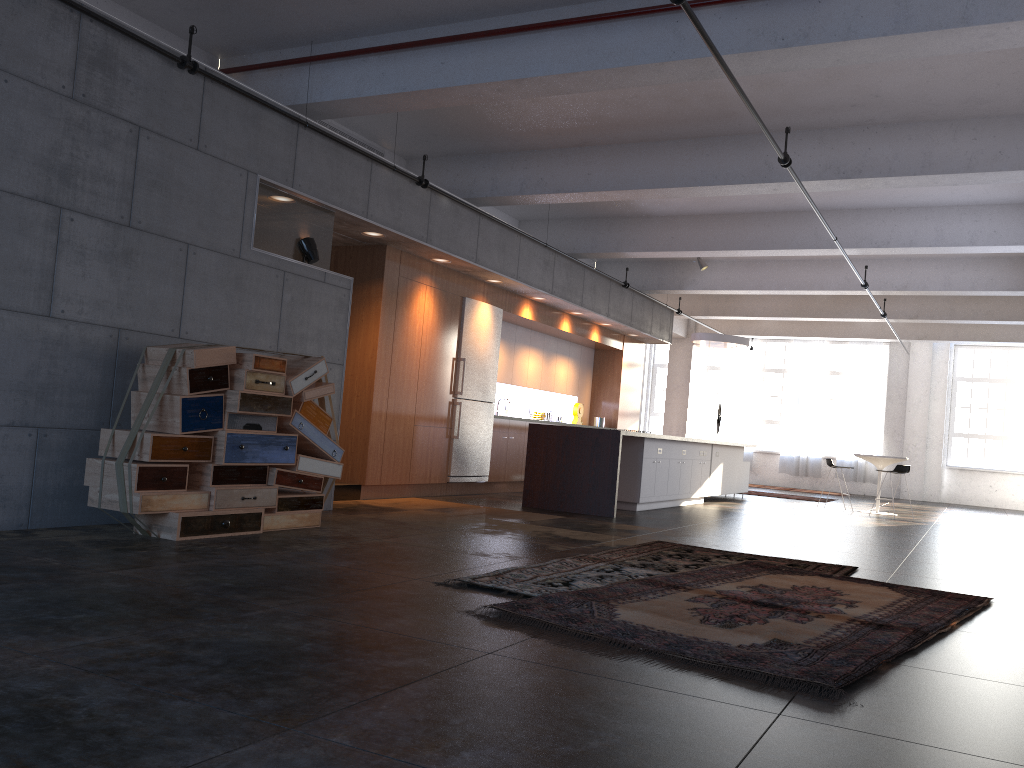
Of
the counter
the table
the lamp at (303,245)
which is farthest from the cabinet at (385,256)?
the table

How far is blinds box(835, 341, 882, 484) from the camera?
21.1 meters

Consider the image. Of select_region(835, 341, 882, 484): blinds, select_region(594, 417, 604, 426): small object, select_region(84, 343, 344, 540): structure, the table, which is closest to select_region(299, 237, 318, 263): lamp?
select_region(84, 343, 344, 540): structure

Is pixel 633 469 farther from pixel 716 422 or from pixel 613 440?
pixel 716 422

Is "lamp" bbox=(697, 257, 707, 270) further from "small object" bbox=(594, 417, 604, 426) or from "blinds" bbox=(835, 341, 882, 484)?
"blinds" bbox=(835, 341, 882, 484)

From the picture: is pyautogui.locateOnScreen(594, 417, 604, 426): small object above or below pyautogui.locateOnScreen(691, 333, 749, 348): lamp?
below

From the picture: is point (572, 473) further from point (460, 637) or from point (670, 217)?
point (460, 637)

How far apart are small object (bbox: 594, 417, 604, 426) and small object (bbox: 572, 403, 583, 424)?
0.6m

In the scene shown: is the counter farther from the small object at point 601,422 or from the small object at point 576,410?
the small object at point 601,422

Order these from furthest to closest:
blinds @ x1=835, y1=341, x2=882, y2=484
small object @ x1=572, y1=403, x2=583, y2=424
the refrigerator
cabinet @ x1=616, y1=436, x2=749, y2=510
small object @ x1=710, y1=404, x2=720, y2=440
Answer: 1. blinds @ x1=835, y1=341, x2=882, y2=484
2. small object @ x1=710, y1=404, x2=720, y2=440
3. small object @ x1=572, y1=403, x2=583, y2=424
4. the refrigerator
5. cabinet @ x1=616, y1=436, x2=749, y2=510
